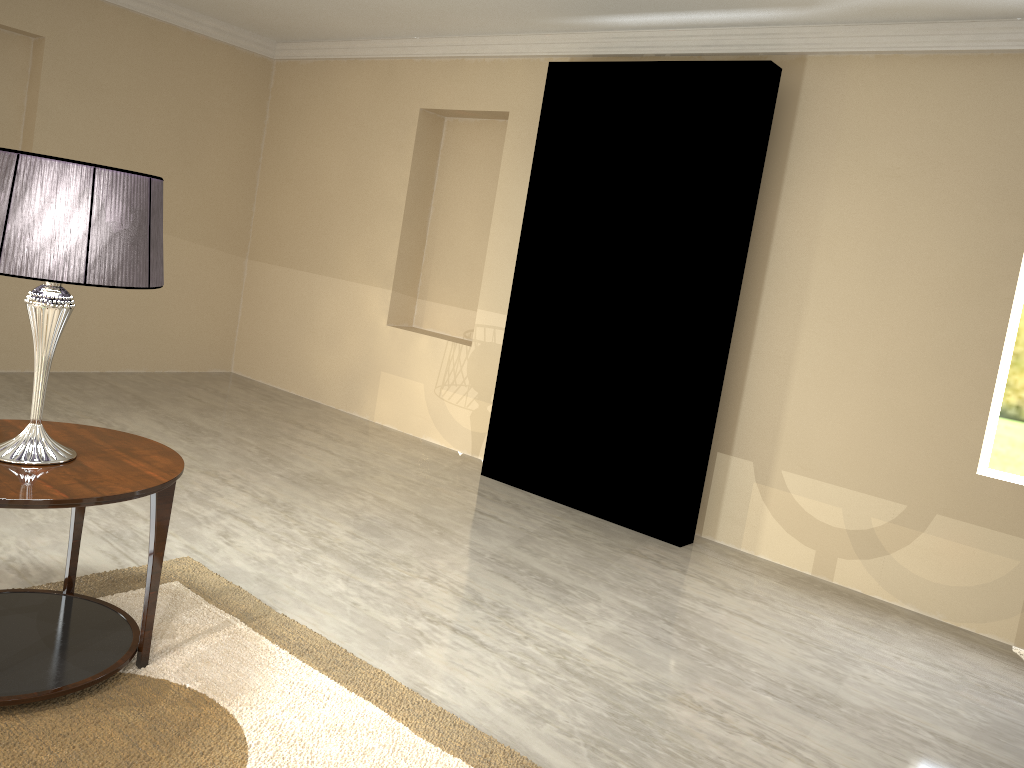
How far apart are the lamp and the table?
0.0m

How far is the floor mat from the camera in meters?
1.9 m

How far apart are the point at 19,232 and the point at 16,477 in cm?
52

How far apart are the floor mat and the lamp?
0.5 meters

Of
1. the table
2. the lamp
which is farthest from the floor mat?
the lamp

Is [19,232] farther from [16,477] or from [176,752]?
[176,752]

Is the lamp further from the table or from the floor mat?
the floor mat

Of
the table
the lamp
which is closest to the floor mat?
the table

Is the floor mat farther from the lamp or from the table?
the lamp

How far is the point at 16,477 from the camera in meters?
1.9
